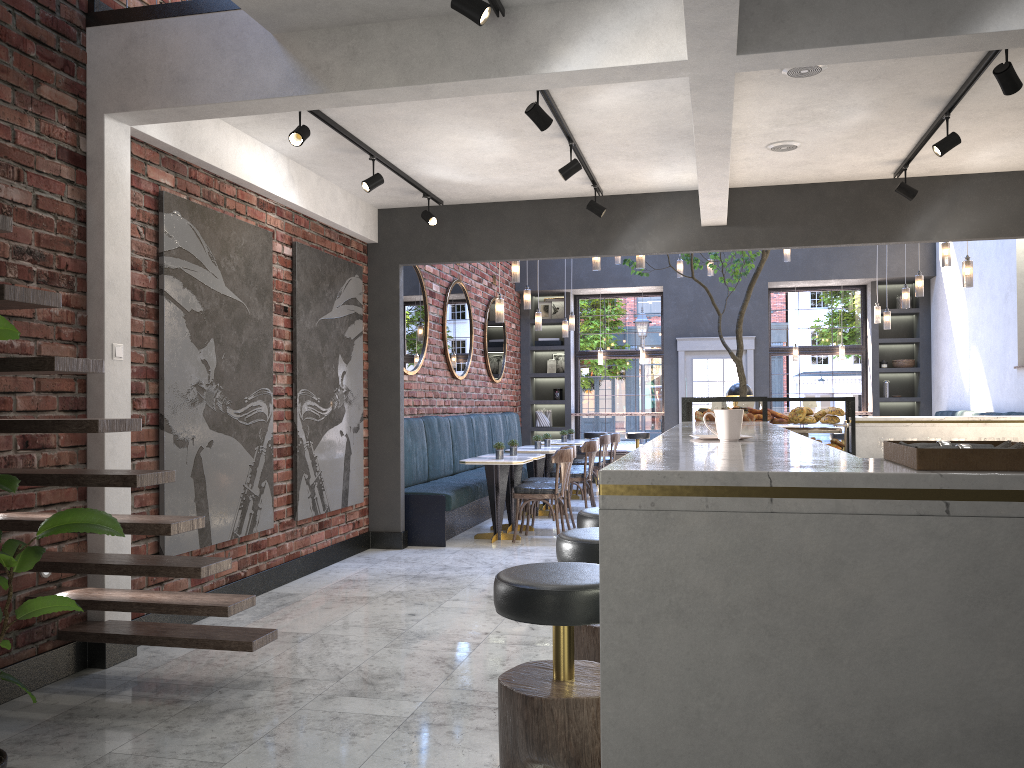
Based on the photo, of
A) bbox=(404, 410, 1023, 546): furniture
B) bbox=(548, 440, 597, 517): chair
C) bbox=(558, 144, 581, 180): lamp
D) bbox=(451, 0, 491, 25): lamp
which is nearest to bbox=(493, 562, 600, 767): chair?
bbox=(451, 0, 491, 25): lamp

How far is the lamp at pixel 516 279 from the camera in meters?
8.9

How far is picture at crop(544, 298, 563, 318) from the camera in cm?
1425

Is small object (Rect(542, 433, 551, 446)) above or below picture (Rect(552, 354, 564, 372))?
below

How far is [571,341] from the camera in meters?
13.9

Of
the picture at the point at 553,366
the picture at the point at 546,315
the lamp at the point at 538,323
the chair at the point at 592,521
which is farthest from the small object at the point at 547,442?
the chair at the point at 592,521

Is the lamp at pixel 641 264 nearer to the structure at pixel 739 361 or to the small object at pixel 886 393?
the structure at pixel 739 361

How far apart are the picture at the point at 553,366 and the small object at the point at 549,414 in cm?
75

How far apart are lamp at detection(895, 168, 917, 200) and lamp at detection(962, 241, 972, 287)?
1.4m

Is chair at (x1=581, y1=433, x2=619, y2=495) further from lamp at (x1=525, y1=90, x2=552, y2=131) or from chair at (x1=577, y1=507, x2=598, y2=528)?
chair at (x1=577, y1=507, x2=598, y2=528)
